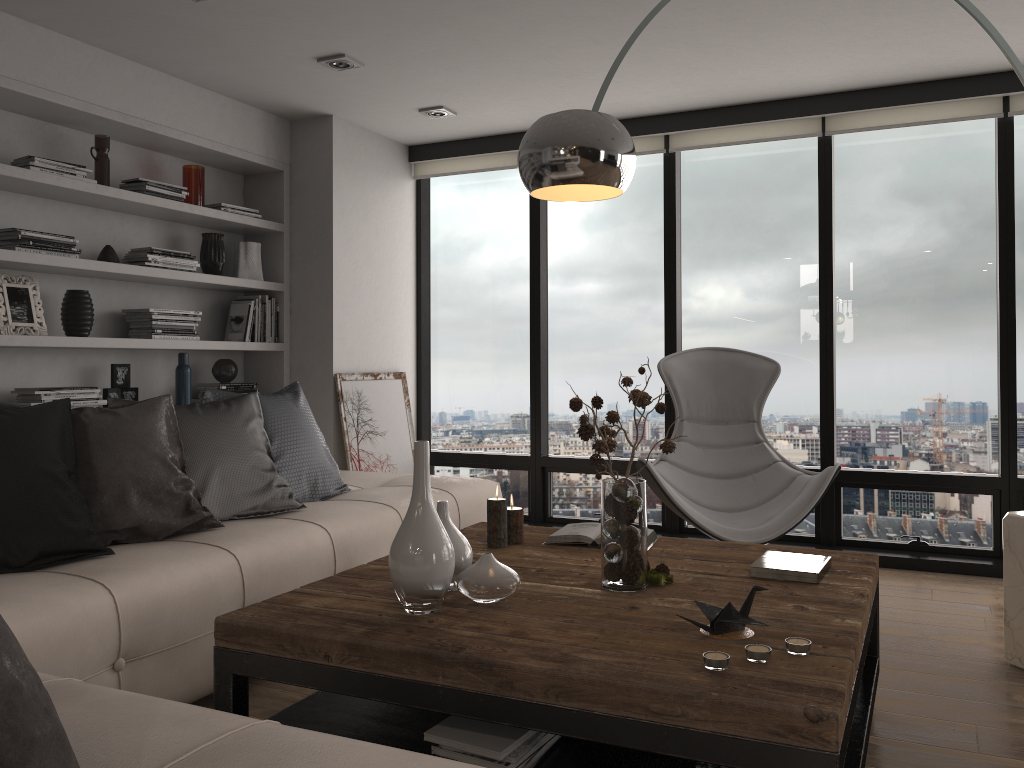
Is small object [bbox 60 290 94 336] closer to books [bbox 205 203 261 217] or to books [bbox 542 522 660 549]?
books [bbox 205 203 261 217]

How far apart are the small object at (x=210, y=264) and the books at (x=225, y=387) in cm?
60

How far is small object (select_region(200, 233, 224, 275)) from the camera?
4.65m

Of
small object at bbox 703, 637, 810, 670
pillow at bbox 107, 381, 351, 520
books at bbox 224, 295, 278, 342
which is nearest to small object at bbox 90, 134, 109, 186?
books at bbox 224, 295, 278, 342

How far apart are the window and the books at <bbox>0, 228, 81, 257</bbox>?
2.3m

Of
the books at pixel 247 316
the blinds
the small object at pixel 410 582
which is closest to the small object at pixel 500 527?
the small object at pixel 410 582

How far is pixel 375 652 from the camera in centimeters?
186cm

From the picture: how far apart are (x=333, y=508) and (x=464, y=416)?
2.4m

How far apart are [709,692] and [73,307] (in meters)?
3.41

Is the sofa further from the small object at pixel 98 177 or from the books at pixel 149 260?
the small object at pixel 98 177
